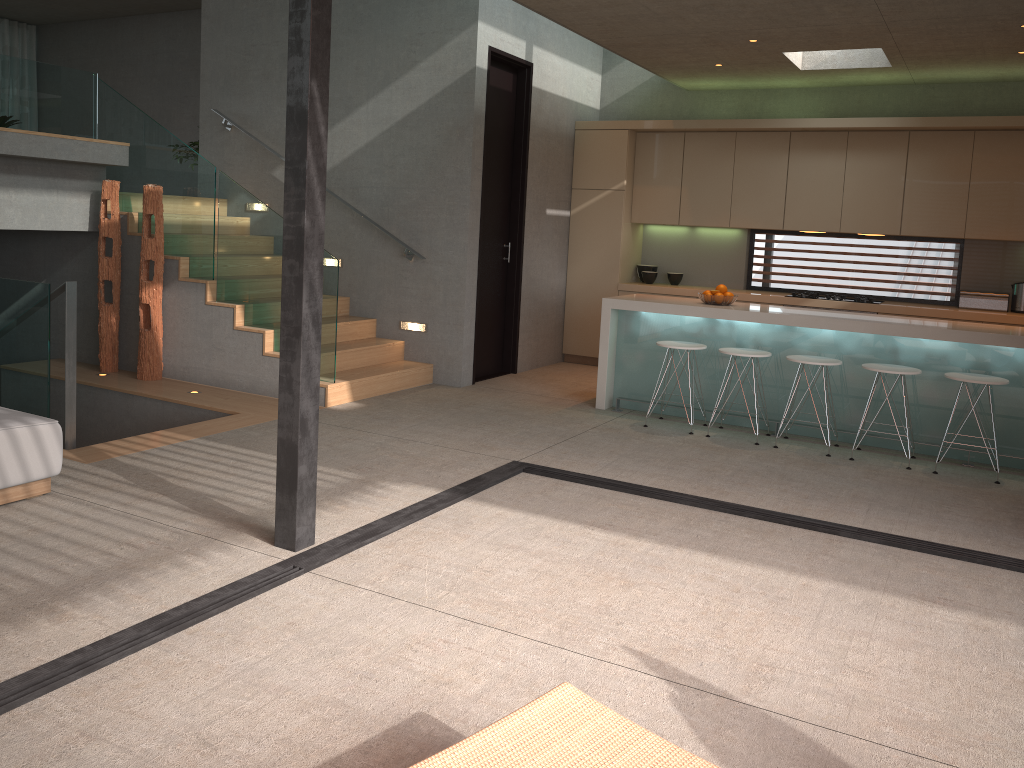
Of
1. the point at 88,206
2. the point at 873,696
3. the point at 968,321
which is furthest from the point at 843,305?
the point at 88,206

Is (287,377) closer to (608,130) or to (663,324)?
(663,324)

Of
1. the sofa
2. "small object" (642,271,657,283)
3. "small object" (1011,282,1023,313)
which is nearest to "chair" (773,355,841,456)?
"small object" (1011,282,1023,313)

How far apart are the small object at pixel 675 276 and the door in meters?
1.8 m

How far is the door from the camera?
8.0m

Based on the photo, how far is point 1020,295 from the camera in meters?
7.7 m

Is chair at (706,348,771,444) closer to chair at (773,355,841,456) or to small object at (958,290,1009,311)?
chair at (773,355,841,456)

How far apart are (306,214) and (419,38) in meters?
4.6 m

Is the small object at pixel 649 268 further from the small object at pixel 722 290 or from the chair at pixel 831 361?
the chair at pixel 831 361

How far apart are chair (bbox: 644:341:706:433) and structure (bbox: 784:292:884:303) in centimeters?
237cm
